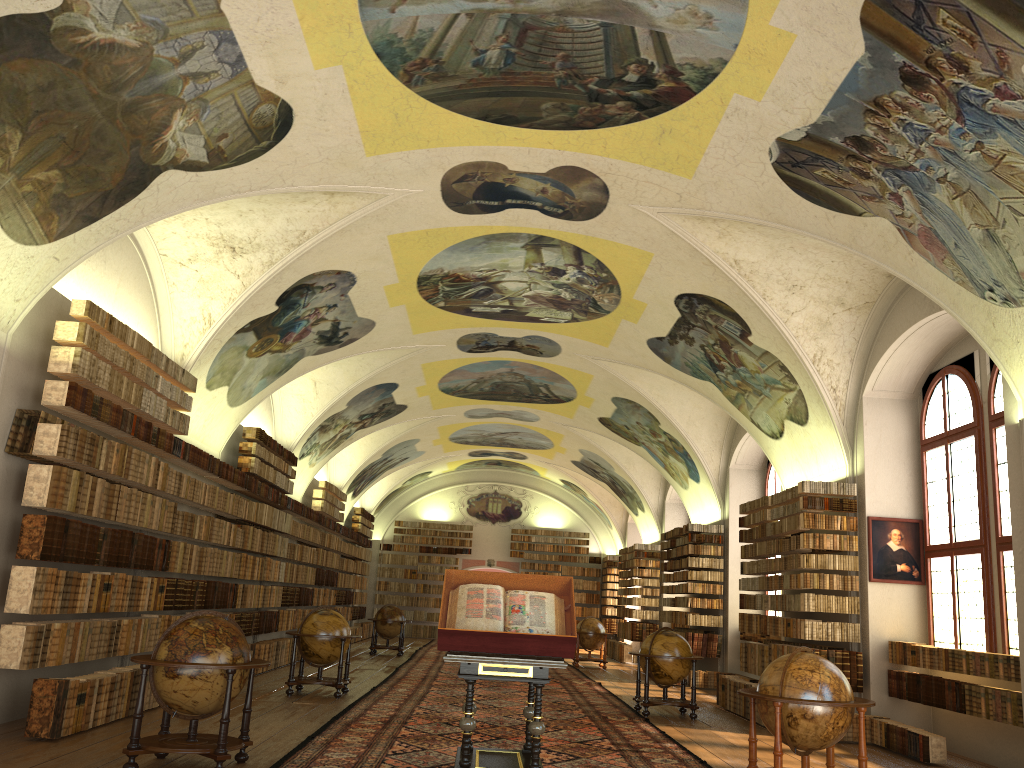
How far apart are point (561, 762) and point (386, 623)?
16.32m

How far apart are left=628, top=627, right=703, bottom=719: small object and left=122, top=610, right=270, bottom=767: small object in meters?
7.7 m

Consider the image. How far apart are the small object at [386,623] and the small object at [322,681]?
9.95m

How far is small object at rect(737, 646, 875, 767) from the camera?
8.1 meters

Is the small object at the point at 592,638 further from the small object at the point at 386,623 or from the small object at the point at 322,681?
the small object at the point at 322,681

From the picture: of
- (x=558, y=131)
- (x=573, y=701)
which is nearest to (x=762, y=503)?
(x=573, y=701)

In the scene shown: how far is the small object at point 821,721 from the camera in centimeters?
812cm

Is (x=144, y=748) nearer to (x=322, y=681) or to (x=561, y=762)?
(x=561, y=762)

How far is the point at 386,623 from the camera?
25.15m

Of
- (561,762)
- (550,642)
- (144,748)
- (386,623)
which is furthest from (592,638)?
(144,748)
